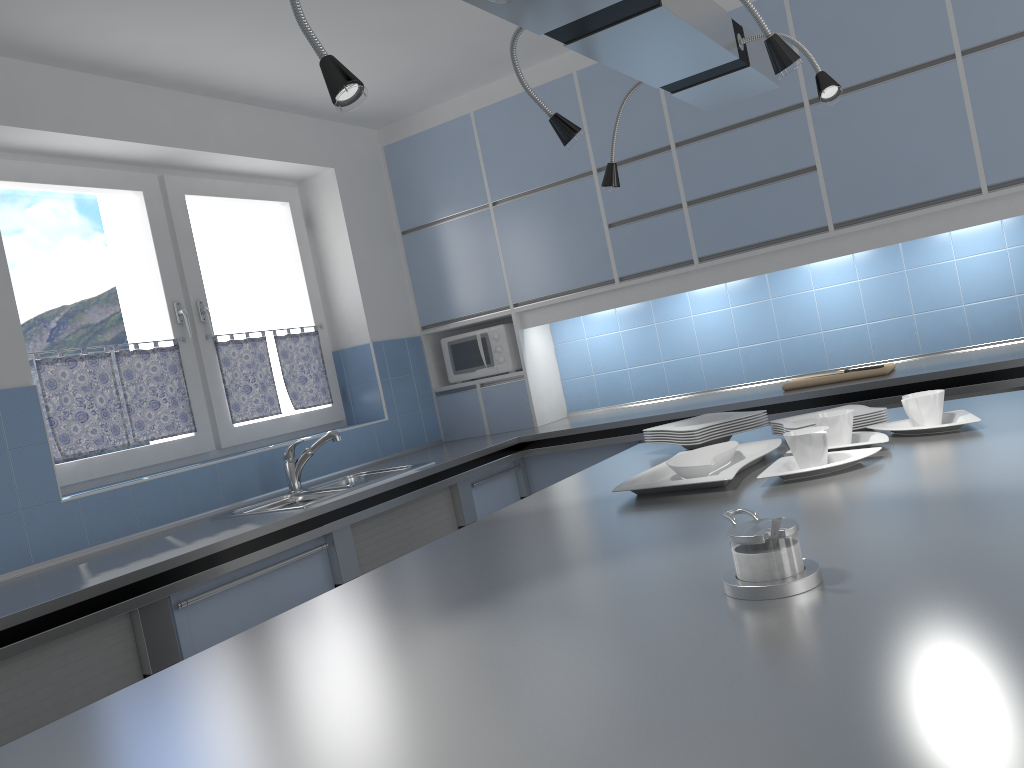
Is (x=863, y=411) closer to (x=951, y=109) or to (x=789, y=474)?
(x=789, y=474)

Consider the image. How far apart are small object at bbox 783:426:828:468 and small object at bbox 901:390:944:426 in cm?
29

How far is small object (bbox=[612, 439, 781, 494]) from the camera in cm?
187

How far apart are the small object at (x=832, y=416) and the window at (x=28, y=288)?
2.6m

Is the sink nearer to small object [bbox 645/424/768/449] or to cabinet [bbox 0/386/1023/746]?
cabinet [bbox 0/386/1023/746]

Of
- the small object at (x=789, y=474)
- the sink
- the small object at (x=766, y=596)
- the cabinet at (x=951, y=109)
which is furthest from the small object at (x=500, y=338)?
the small object at (x=766, y=596)

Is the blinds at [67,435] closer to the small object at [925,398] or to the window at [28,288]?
the window at [28,288]

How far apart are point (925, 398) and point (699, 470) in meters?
0.6 m

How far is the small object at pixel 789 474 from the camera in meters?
1.8 m

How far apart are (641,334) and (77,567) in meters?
2.9 m
